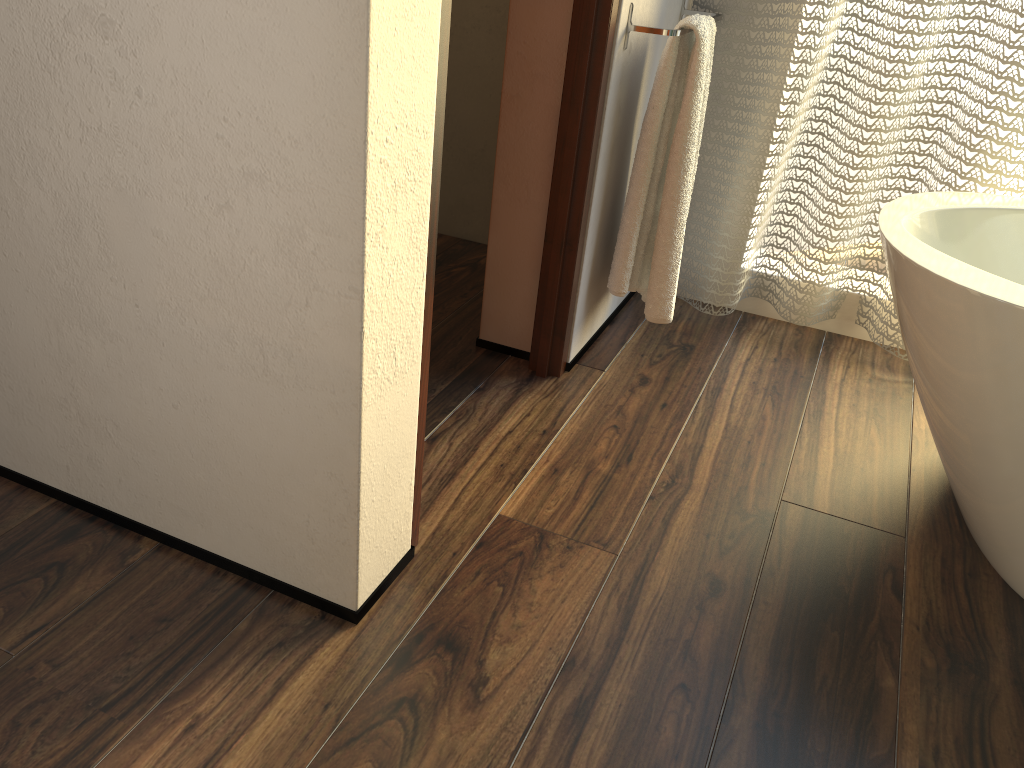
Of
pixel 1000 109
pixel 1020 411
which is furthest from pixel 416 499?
pixel 1000 109

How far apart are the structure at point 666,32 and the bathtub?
0.51m

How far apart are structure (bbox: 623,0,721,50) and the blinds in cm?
11

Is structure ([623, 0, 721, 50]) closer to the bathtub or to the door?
the door

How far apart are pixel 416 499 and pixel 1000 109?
1.45m

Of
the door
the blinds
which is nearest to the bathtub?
the blinds

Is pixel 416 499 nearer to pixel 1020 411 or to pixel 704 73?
pixel 1020 411

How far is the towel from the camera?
1.8 meters

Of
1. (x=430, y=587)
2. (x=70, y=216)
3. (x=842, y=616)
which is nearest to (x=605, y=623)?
(x=430, y=587)

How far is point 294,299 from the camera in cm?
104
